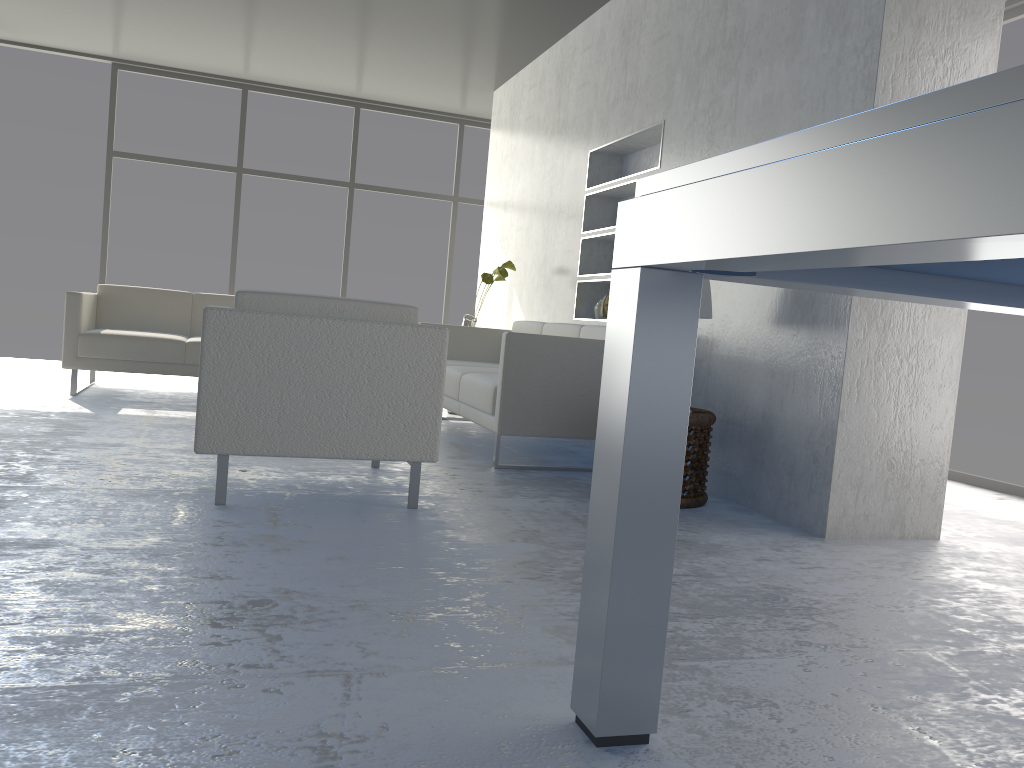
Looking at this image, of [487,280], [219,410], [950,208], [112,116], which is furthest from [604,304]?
[112,116]

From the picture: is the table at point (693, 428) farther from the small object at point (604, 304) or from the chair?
the small object at point (604, 304)

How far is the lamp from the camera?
3.3m

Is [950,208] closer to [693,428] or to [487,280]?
[693,428]

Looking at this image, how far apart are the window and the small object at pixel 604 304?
3.5m

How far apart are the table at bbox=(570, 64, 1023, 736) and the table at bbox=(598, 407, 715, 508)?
1.7m

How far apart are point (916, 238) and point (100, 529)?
2.1 meters

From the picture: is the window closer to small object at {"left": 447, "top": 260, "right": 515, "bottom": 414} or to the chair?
small object at {"left": 447, "top": 260, "right": 515, "bottom": 414}

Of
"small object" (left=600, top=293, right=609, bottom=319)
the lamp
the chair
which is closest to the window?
"small object" (left=600, top=293, right=609, bottom=319)

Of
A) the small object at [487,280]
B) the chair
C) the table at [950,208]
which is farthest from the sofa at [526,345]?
the table at [950,208]
